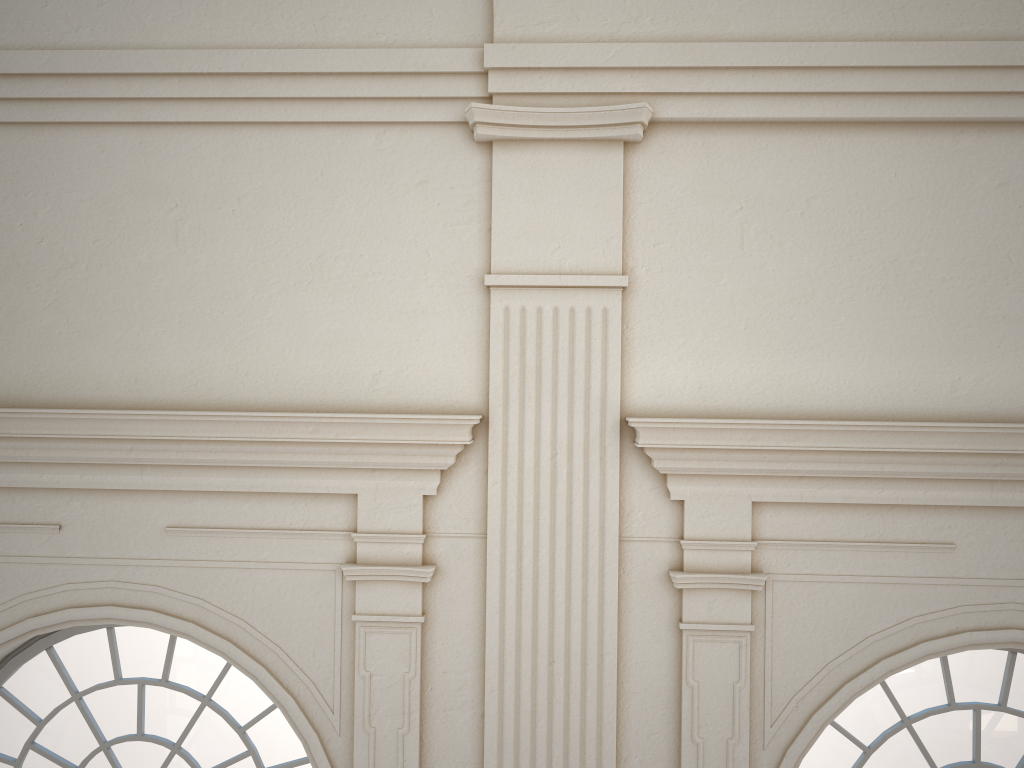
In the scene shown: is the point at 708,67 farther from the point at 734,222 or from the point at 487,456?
the point at 487,456
